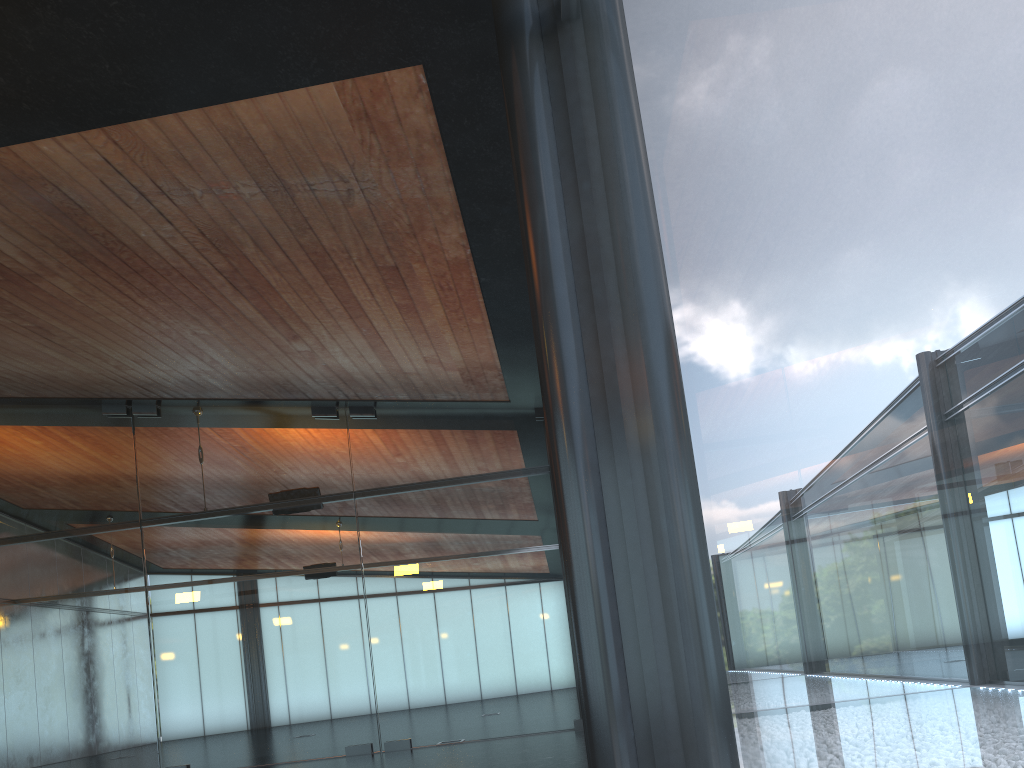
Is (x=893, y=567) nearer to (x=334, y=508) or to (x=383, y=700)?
Result: (x=383, y=700)

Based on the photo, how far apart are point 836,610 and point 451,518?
12.15m
